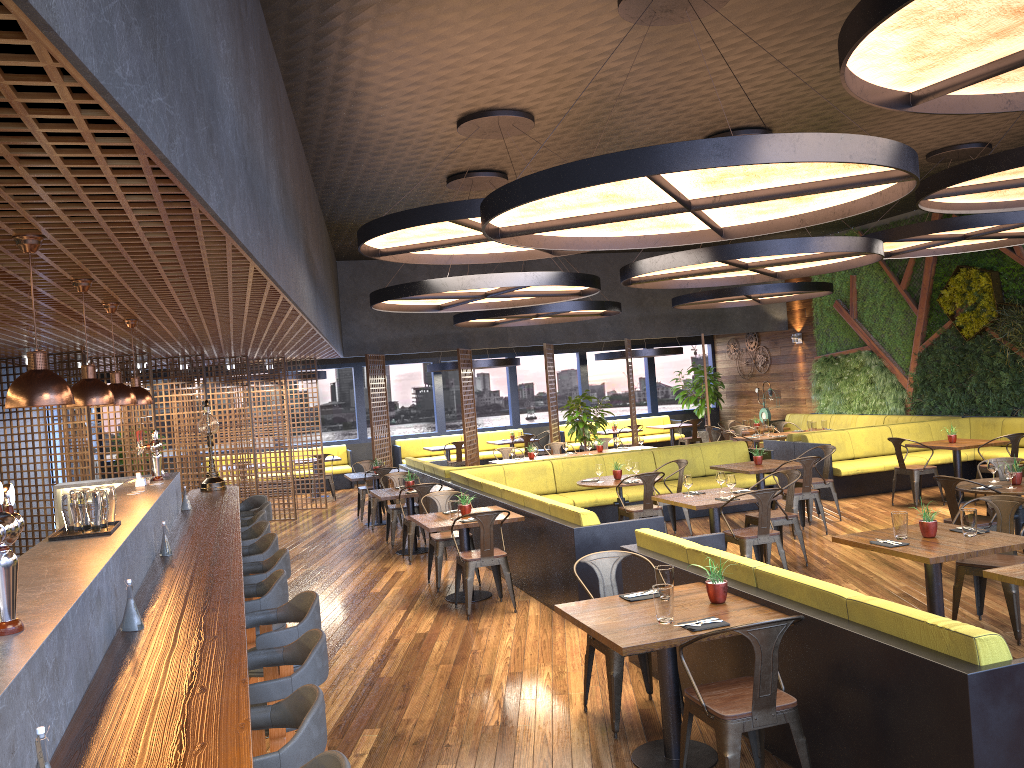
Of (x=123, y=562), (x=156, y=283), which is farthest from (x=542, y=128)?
(x=123, y=562)

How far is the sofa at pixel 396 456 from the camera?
19.54m

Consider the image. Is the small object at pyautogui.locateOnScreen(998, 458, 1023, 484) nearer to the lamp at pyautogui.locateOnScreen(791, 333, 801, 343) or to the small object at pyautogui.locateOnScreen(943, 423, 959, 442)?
the small object at pyautogui.locateOnScreen(943, 423, 959, 442)

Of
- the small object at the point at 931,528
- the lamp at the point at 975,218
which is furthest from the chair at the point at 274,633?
the lamp at the point at 975,218

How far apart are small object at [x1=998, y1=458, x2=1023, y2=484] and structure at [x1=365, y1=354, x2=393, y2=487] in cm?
1068

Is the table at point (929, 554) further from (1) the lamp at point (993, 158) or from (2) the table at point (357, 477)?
(2) the table at point (357, 477)

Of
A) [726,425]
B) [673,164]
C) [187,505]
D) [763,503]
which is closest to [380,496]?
[187,505]

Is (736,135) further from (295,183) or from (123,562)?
(123,562)

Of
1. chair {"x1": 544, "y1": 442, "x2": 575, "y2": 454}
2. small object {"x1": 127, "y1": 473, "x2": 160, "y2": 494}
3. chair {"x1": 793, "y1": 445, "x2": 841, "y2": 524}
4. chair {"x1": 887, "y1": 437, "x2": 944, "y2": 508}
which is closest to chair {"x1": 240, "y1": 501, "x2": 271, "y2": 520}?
small object {"x1": 127, "y1": 473, "x2": 160, "y2": 494}

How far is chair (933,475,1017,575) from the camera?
7.48m
